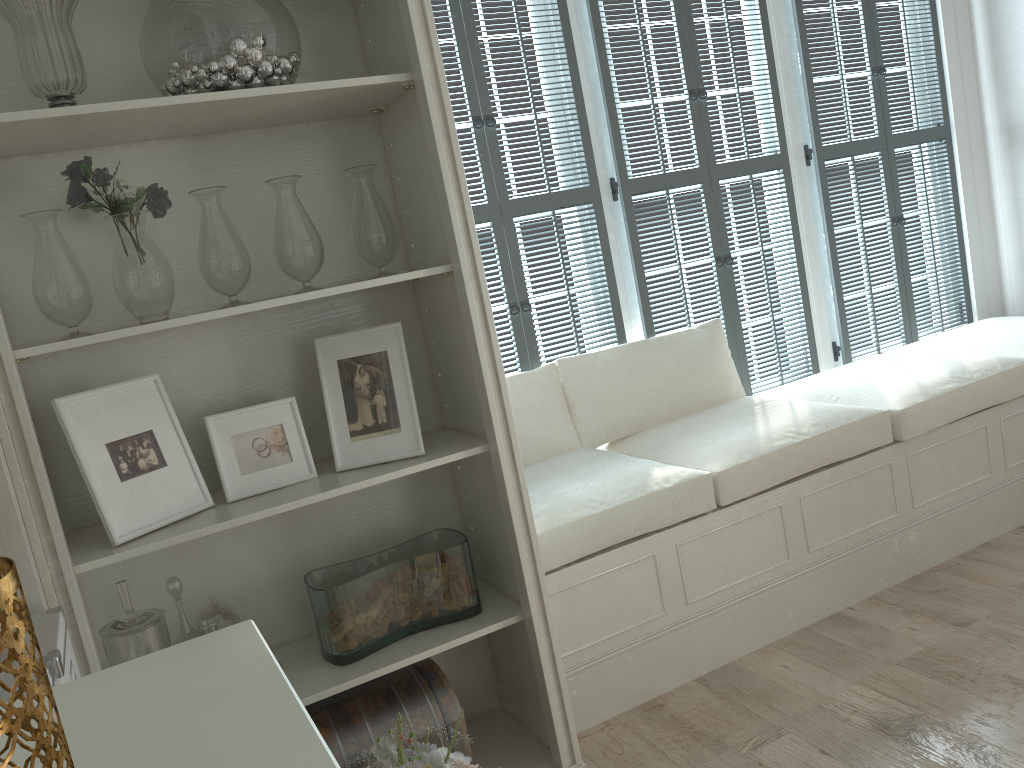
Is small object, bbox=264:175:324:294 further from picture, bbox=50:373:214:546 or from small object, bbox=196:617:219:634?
small object, bbox=196:617:219:634

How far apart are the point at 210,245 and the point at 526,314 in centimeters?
158cm

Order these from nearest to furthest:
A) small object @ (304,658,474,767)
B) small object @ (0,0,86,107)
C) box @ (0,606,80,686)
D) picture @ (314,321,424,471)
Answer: box @ (0,606,80,686), small object @ (0,0,86,107), small object @ (304,658,474,767), picture @ (314,321,424,471)

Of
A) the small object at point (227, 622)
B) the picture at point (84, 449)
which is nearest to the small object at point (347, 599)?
the small object at point (227, 622)

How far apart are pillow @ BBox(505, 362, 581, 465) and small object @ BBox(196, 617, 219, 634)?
1.5m

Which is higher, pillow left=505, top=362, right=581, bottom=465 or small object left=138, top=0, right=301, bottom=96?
small object left=138, top=0, right=301, bottom=96

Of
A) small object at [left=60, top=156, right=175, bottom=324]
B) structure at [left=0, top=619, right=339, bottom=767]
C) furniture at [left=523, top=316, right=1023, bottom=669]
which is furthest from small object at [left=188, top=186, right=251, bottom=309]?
structure at [left=0, top=619, right=339, bottom=767]

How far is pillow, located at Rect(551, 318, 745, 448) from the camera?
3.3 meters

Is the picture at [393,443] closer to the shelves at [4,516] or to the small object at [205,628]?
the small object at [205,628]

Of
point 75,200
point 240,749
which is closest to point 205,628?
point 75,200
